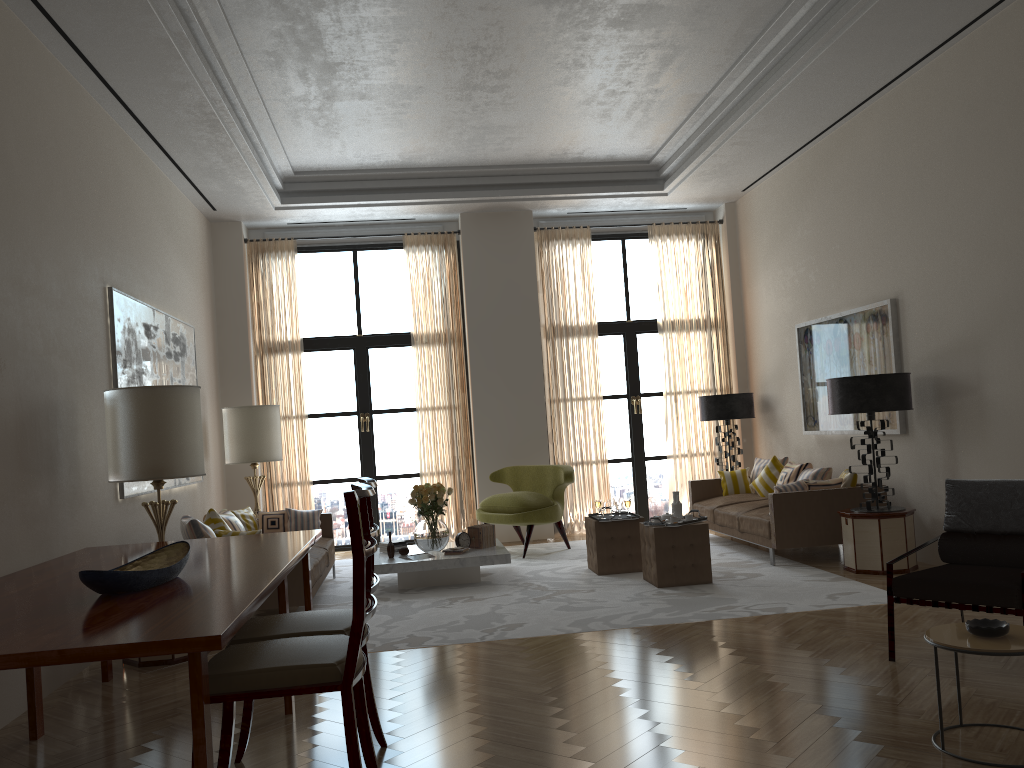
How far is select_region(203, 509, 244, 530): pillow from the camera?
9.3m

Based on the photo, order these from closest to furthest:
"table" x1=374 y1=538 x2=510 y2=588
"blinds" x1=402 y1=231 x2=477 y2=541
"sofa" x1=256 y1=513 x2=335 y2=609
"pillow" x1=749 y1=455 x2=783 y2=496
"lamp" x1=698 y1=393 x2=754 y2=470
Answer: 1. "sofa" x1=256 y1=513 x2=335 y2=609
2. "table" x1=374 y1=538 x2=510 y2=588
3. "pillow" x1=749 y1=455 x2=783 y2=496
4. "lamp" x1=698 y1=393 x2=754 y2=470
5. "blinds" x1=402 y1=231 x2=477 y2=541

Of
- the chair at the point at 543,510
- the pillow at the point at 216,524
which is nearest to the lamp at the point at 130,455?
the pillow at the point at 216,524

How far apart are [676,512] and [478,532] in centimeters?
234cm

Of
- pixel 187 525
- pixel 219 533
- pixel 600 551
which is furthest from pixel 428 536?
pixel 187 525

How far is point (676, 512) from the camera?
9.4m

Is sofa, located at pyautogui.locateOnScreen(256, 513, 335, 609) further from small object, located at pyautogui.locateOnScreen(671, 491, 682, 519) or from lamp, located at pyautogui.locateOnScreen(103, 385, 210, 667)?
small object, located at pyautogui.locateOnScreen(671, 491, 682, 519)

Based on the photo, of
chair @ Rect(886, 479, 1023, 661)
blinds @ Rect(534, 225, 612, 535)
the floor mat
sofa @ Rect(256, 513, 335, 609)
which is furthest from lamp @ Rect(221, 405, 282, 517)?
chair @ Rect(886, 479, 1023, 661)

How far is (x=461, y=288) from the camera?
14.1 meters

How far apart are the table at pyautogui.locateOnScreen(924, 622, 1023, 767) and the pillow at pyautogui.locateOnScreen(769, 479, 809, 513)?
5.34m
